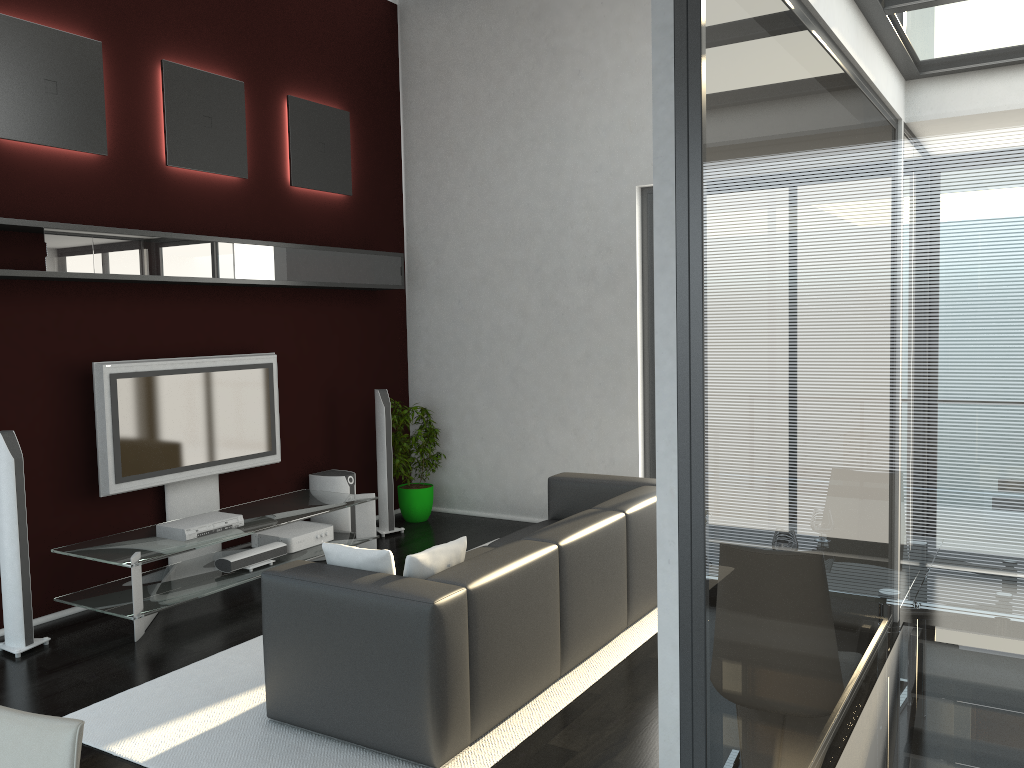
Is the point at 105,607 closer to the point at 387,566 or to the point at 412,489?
the point at 387,566

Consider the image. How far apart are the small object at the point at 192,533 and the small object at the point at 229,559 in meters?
0.2

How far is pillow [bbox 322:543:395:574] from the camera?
3.7m

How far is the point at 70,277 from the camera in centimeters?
495cm

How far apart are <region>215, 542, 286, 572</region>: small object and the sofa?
1.55m

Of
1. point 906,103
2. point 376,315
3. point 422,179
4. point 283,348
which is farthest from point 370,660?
point 422,179

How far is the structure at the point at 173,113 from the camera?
5.80m

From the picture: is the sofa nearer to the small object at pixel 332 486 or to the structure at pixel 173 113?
the small object at pixel 332 486

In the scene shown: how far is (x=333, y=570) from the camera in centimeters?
368cm

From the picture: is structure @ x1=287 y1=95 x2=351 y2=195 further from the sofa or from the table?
the sofa
